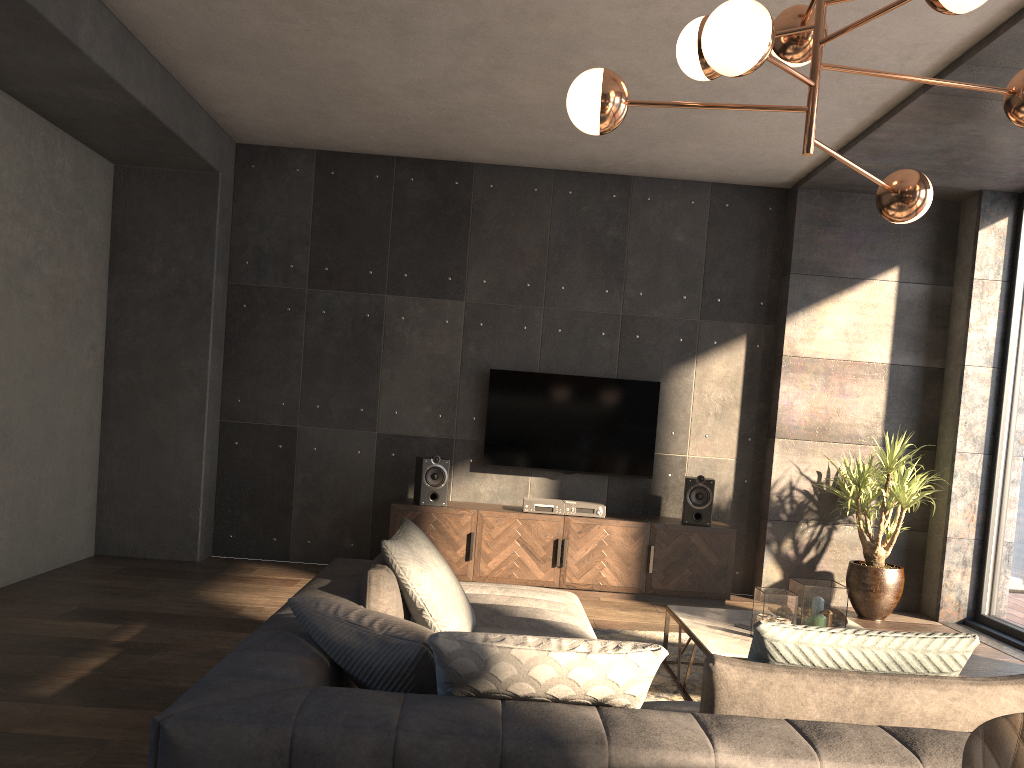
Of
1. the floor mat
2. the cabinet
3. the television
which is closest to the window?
the cabinet

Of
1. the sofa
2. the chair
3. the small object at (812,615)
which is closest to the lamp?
the sofa

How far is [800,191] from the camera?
6.5 meters

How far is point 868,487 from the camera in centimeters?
587cm

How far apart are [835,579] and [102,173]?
5.9 meters

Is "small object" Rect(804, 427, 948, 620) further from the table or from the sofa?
the sofa

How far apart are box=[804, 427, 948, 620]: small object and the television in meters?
1.3

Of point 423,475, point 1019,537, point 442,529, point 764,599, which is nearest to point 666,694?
point 764,599

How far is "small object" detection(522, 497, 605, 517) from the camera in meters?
6.1 m

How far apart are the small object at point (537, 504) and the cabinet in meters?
0.1 m
